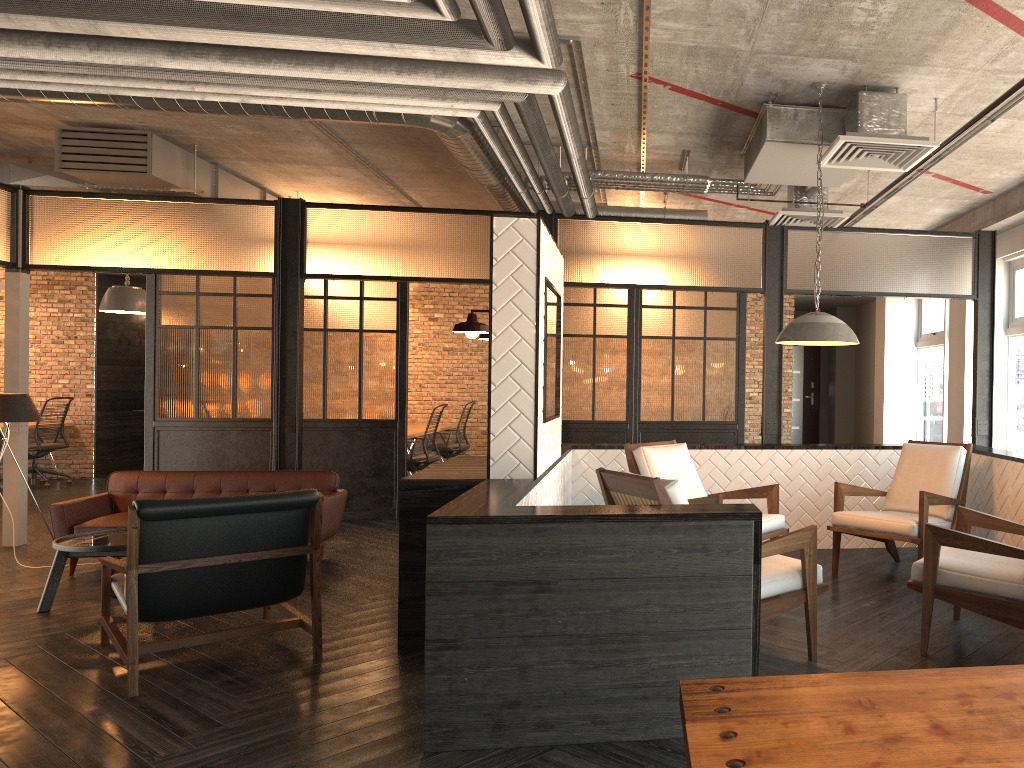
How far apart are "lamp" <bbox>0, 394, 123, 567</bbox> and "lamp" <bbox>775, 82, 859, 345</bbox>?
5.39m

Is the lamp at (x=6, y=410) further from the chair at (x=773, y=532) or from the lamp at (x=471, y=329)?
the chair at (x=773, y=532)

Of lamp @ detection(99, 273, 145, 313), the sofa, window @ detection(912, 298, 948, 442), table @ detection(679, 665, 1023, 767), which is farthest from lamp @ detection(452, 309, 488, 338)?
window @ detection(912, 298, 948, 442)

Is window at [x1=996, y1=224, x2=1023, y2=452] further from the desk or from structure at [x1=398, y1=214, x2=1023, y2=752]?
the desk

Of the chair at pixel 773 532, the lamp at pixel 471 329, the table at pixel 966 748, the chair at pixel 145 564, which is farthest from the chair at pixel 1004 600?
the chair at pixel 145 564

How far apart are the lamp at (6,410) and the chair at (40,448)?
5.40m

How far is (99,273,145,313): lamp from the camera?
9.6m

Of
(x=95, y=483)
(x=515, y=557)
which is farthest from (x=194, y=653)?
(x=95, y=483)

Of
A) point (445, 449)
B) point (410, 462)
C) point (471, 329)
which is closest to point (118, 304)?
point (410, 462)

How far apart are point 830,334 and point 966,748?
3.64m
